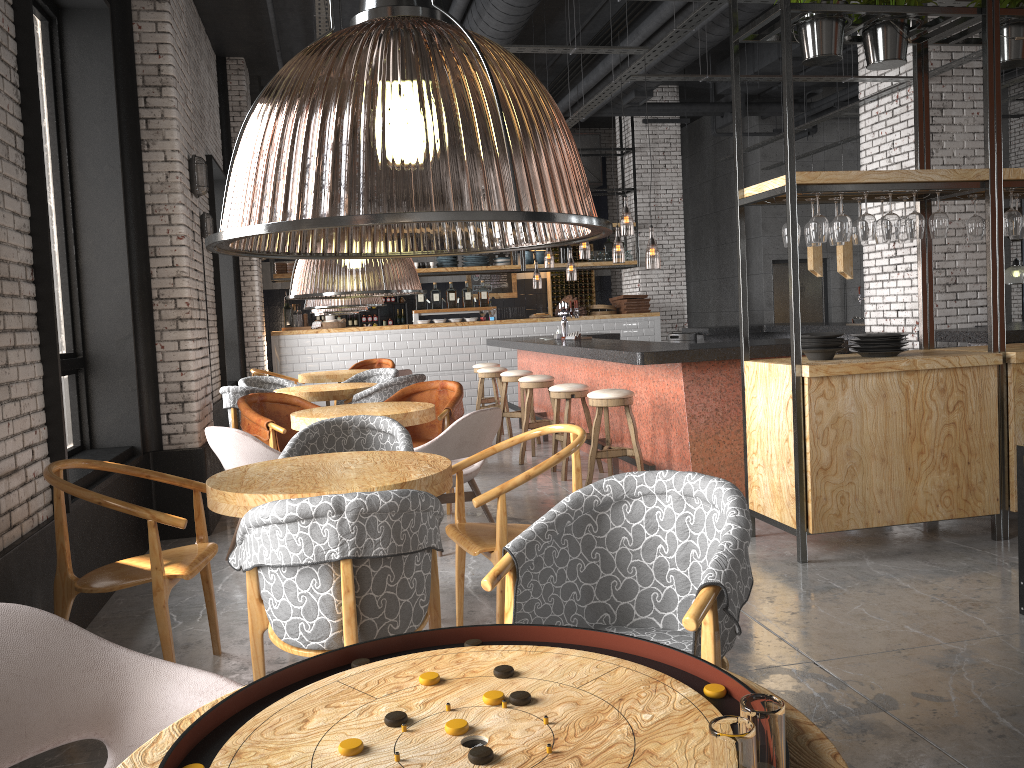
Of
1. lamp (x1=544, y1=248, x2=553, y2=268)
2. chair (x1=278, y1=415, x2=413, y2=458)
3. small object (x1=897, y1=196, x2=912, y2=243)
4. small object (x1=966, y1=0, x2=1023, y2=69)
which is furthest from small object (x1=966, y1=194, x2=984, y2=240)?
lamp (x1=544, y1=248, x2=553, y2=268)

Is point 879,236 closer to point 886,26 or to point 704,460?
point 886,26

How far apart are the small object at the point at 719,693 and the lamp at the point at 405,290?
2.20m

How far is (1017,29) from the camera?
4.98m

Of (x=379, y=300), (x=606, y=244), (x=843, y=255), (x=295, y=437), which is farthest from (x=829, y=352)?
(x=606, y=244)

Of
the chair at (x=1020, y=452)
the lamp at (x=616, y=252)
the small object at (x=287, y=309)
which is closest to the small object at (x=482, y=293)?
the lamp at (x=616, y=252)

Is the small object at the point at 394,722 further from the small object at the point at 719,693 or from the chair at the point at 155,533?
the chair at the point at 155,533

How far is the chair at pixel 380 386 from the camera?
7.50m

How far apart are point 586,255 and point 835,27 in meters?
16.9 m

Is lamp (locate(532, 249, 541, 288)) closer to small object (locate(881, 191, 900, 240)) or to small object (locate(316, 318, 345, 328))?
small object (locate(316, 318, 345, 328))
